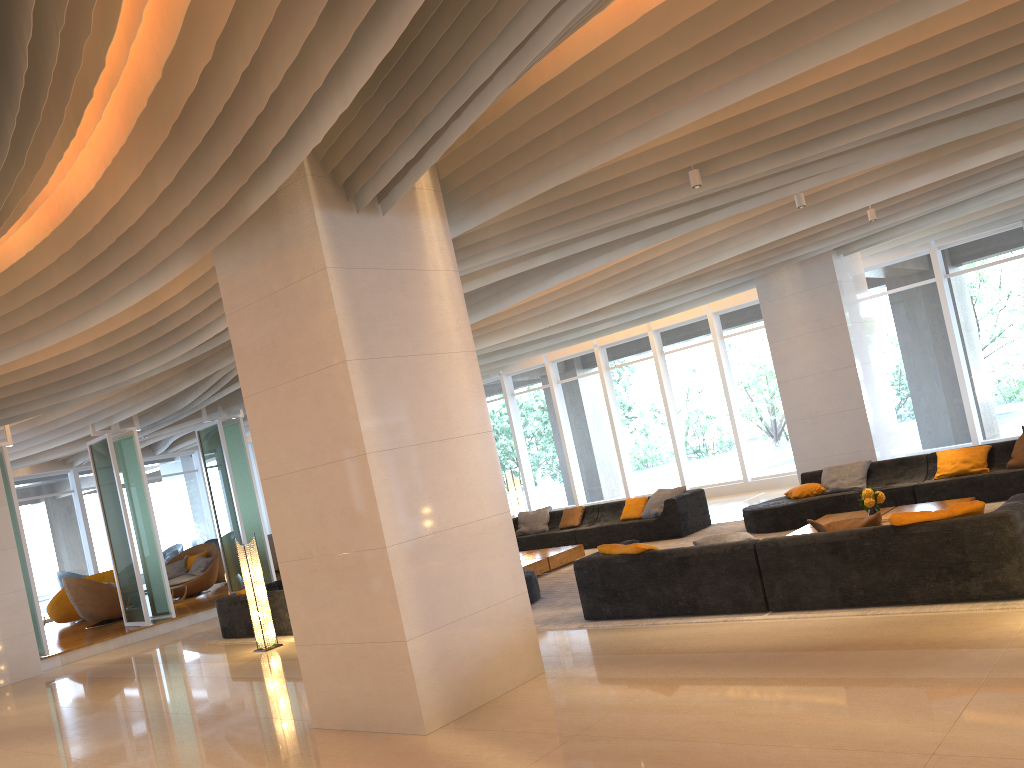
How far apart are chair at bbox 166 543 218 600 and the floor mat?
9.0m

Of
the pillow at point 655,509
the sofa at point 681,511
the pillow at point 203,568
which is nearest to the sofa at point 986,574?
the sofa at point 681,511

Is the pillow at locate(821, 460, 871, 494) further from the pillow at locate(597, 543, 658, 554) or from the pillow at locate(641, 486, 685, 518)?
the pillow at locate(597, 543, 658, 554)

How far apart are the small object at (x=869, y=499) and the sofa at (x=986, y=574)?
2.31m

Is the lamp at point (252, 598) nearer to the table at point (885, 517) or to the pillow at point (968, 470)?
the table at point (885, 517)

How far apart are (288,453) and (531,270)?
4.86m

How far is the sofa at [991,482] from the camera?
9.8 meters

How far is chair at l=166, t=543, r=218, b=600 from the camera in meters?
17.9

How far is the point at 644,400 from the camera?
18.4 meters

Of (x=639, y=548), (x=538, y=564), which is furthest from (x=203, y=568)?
(x=639, y=548)
